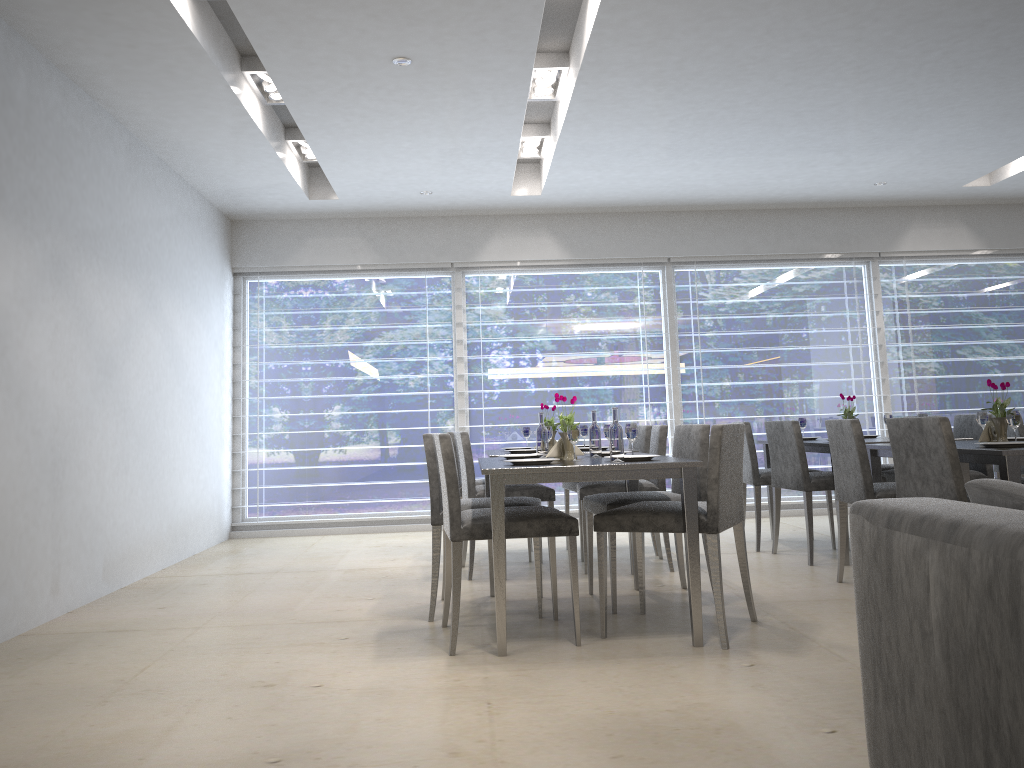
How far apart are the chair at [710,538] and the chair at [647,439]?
1.7m

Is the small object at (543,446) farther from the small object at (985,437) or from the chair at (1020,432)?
the chair at (1020,432)

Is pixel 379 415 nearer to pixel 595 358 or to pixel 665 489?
pixel 595 358

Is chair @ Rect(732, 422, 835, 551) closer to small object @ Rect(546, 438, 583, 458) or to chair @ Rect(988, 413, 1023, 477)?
chair @ Rect(988, 413, 1023, 477)

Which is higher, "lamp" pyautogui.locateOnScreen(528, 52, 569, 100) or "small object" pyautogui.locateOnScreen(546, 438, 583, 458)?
"lamp" pyautogui.locateOnScreen(528, 52, 569, 100)

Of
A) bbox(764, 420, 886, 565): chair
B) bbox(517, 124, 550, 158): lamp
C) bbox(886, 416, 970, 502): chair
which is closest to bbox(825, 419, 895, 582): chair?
bbox(886, 416, 970, 502): chair

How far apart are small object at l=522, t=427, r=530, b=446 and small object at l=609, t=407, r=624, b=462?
2.4 meters

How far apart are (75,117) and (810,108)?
3.8 meters

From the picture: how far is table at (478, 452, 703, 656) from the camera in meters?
3.1 m

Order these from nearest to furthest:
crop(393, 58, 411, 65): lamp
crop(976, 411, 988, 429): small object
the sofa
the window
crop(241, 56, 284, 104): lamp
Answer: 1. the sofa
2. crop(393, 58, 411, 65): lamp
3. crop(976, 411, 988, 429): small object
4. crop(241, 56, 284, 104): lamp
5. the window
